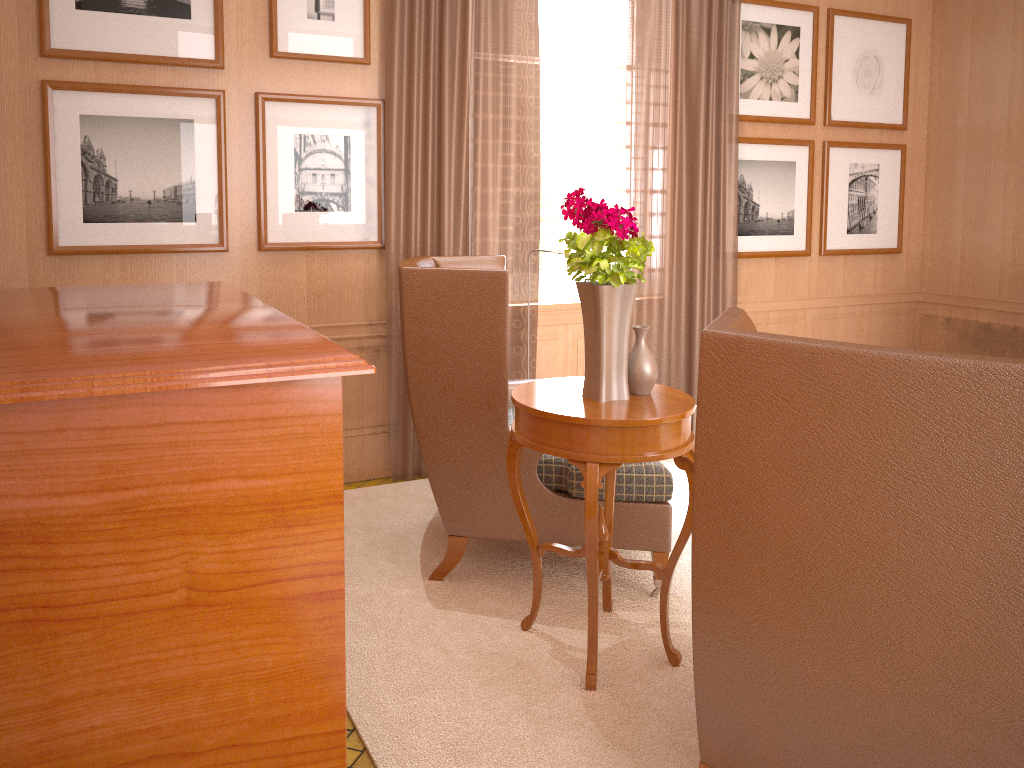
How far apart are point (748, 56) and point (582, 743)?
7.02m

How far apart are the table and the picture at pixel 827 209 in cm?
548

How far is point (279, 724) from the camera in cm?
280

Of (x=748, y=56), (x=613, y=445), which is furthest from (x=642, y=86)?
(x=613, y=445)

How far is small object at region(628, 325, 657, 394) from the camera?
4.6 meters

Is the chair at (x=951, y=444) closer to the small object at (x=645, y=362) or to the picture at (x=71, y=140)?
the small object at (x=645, y=362)

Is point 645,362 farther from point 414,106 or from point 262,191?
point 262,191

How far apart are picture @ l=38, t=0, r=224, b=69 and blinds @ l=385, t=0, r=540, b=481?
1.3 meters

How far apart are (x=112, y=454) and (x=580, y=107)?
6.4m

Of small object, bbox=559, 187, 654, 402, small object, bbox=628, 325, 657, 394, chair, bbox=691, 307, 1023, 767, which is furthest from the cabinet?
small object, bbox=628, 325, 657, 394
